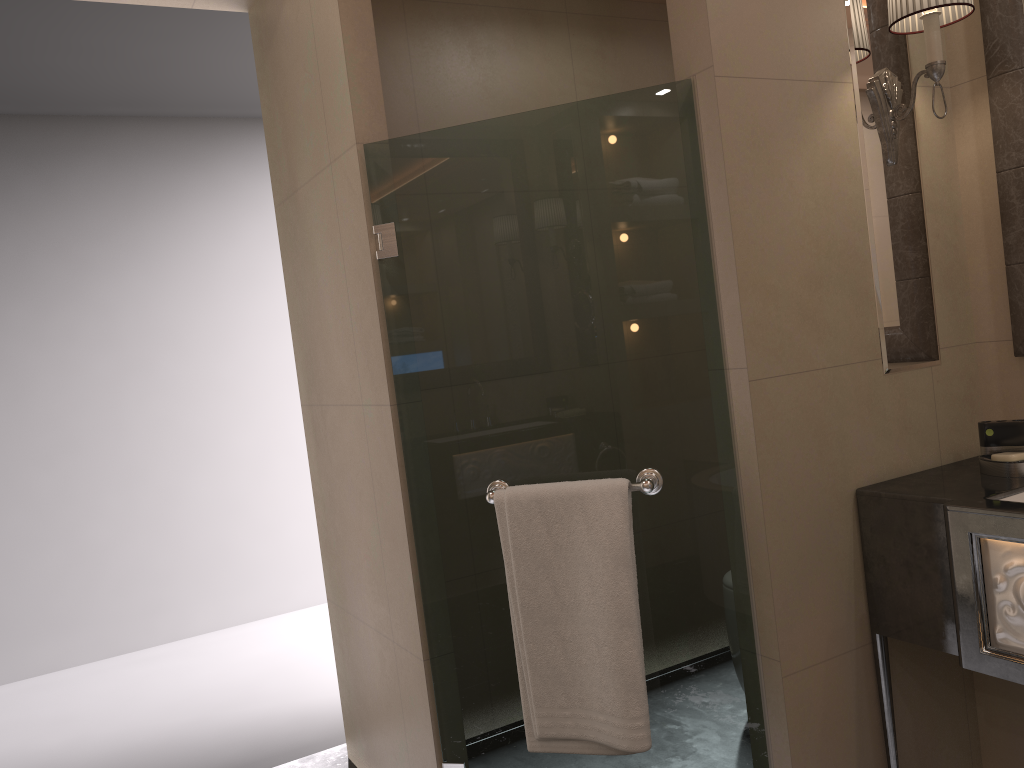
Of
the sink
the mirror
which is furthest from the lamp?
the sink

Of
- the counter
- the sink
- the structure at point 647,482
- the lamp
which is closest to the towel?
the structure at point 647,482

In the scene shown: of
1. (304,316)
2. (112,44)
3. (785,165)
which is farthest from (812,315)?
(112,44)

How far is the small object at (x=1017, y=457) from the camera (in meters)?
1.92

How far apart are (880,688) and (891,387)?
0.7m

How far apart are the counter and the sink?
0.02m

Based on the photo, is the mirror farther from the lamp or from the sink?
the sink

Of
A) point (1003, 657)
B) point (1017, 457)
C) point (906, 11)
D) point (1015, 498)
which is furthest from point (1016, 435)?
point (906, 11)

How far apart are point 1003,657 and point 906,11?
1.4m

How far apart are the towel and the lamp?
0.99m
